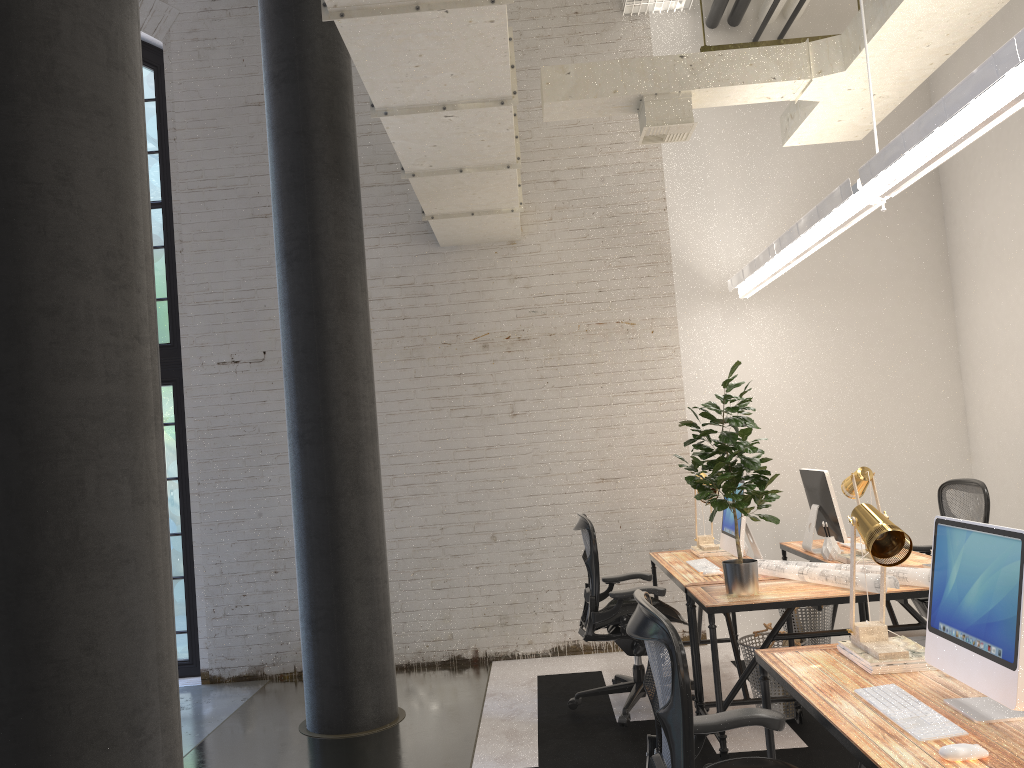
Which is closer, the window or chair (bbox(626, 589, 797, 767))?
chair (bbox(626, 589, 797, 767))

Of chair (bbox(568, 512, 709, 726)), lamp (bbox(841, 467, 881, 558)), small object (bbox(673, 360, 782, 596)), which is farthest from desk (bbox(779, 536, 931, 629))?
chair (bbox(568, 512, 709, 726))

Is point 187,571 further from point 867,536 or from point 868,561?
point 867,536

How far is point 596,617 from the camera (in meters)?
4.68

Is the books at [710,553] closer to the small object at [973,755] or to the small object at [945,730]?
the small object at [945,730]

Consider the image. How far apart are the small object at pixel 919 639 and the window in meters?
4.9 m

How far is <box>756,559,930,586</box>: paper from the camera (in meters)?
3.85

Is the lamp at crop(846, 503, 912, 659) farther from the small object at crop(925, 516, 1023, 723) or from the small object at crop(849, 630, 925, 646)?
the small object at crop(849, 630, 925, 646)

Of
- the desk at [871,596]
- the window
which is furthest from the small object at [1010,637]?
the window

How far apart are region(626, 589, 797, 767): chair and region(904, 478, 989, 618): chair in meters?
3.0 m
